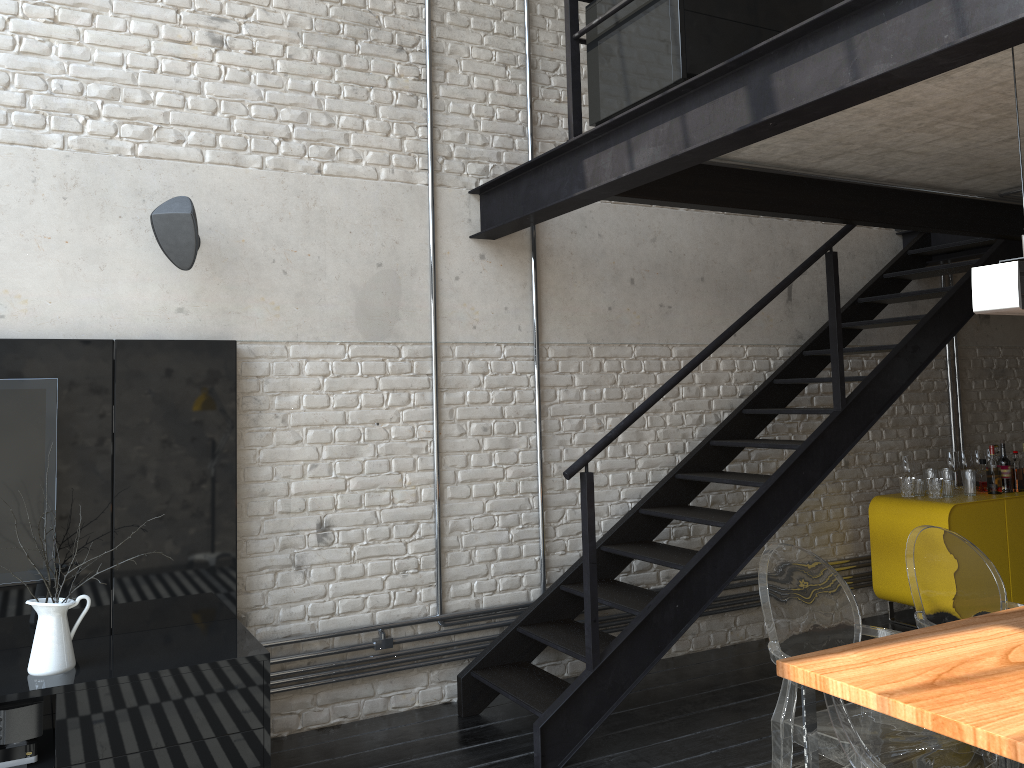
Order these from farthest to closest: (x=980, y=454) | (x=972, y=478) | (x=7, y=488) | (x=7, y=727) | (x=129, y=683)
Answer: (x=980, y=454) → (x=972, y=478) → (x=7, y=488) → (x=129, y=683) → (x=7, y=727)

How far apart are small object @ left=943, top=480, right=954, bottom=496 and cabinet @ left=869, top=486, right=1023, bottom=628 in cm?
5

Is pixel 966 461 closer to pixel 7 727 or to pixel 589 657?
pixel 589 657

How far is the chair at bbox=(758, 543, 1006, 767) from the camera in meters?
2.4 m

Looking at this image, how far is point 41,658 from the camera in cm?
303

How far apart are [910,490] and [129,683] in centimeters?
449cm

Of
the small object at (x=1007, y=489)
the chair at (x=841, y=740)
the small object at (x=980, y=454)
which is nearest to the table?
the chair at (x=841, y=740)

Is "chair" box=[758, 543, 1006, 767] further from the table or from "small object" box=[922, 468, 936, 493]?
"small object" box=[922, 468, 936, 493]

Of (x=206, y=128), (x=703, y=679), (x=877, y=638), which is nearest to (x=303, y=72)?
(x=206, y=128)

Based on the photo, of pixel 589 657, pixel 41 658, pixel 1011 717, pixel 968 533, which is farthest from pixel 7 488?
pixel 968 533
